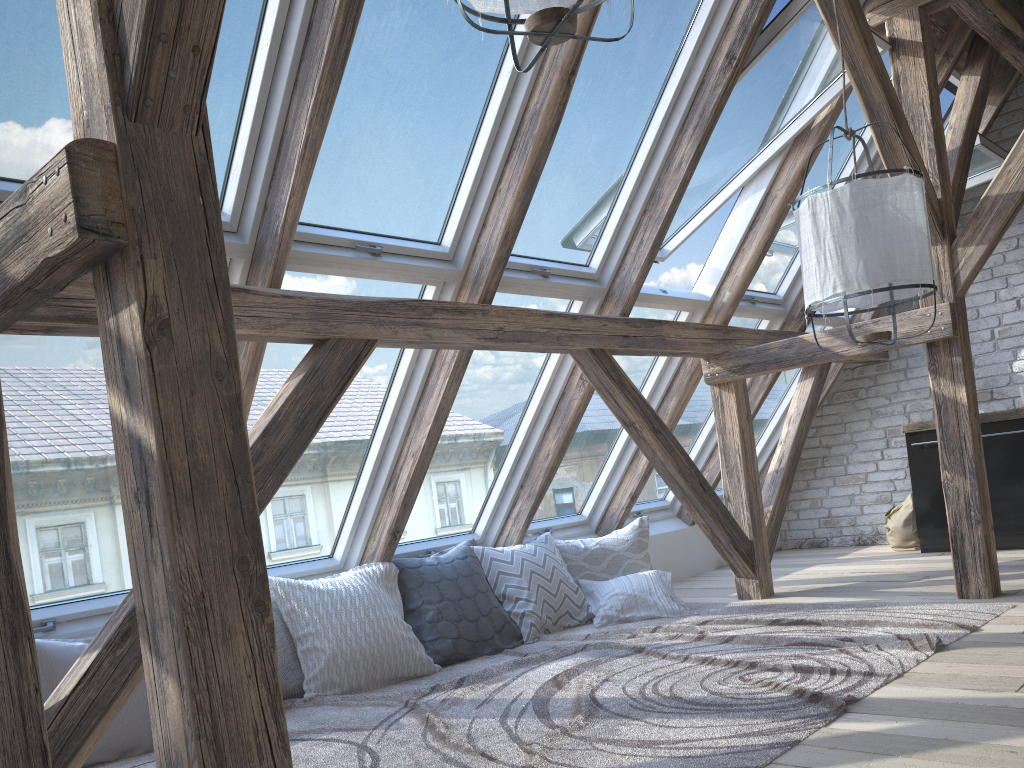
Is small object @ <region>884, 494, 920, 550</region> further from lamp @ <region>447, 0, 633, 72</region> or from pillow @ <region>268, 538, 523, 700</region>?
lamp @ <region>447, 0, 633, 72</region>

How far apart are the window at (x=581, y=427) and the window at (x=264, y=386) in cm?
123

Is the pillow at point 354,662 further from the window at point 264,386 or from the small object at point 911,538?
the small object at point 911,538

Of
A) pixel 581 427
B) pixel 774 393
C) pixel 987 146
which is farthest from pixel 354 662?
pixel 987 146

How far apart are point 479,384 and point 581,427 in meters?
1.0

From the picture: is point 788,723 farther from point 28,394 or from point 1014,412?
point 1014,412

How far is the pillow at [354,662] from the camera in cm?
349

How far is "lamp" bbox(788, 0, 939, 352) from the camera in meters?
2.7

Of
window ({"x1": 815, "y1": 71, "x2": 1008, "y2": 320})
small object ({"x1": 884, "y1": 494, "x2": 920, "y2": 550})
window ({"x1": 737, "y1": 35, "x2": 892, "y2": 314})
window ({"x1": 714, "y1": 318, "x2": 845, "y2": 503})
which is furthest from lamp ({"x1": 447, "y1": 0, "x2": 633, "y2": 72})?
small object ({"x1": 884, "y1": 494, "x2": 920, "y2": 550})

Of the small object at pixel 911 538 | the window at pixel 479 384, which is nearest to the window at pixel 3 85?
the window at pixel 479 384
